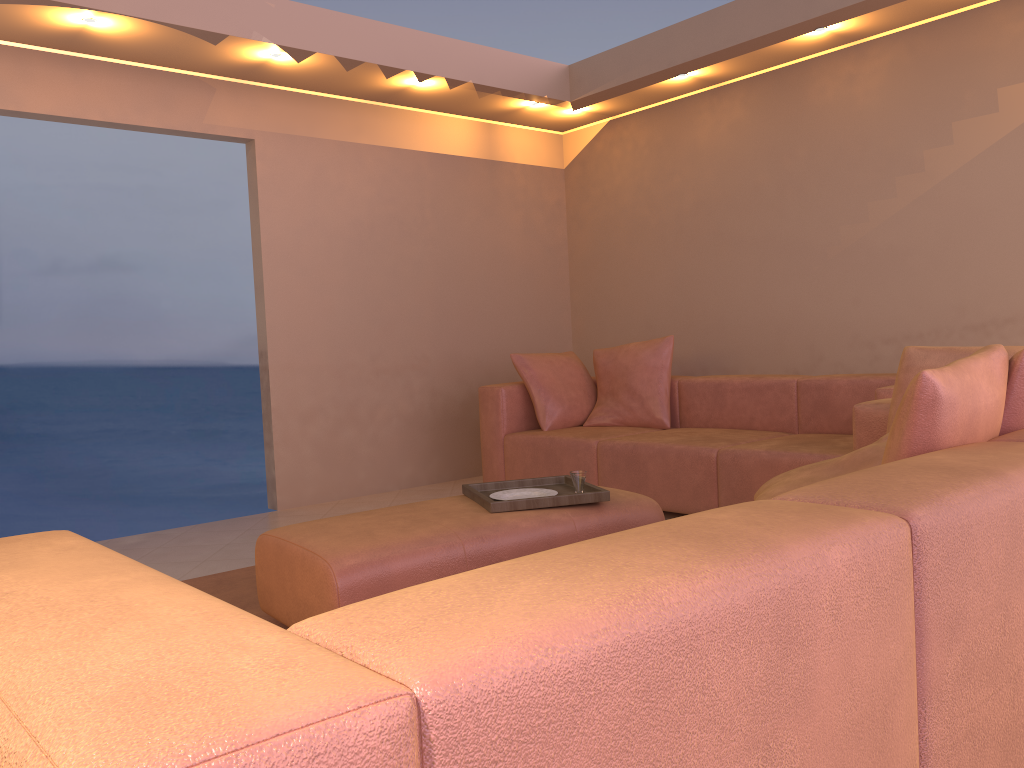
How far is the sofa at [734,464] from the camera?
4.0m

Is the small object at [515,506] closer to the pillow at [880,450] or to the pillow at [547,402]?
the pillow at [880,450]

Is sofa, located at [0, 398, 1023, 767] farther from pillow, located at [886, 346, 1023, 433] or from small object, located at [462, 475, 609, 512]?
small object, located at [462, 475, 609, 512]

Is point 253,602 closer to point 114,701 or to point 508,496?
point 508,496

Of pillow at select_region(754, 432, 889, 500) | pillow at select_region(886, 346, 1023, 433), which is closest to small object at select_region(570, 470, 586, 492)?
pillow at select_region(754, 432, 889, 500)

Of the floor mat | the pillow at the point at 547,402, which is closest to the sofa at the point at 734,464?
the pillow at the point at 547,402

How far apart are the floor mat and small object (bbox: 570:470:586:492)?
1.1m

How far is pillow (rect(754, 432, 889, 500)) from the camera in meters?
2.3

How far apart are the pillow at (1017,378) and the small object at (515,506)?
1.36m

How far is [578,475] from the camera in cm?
305
